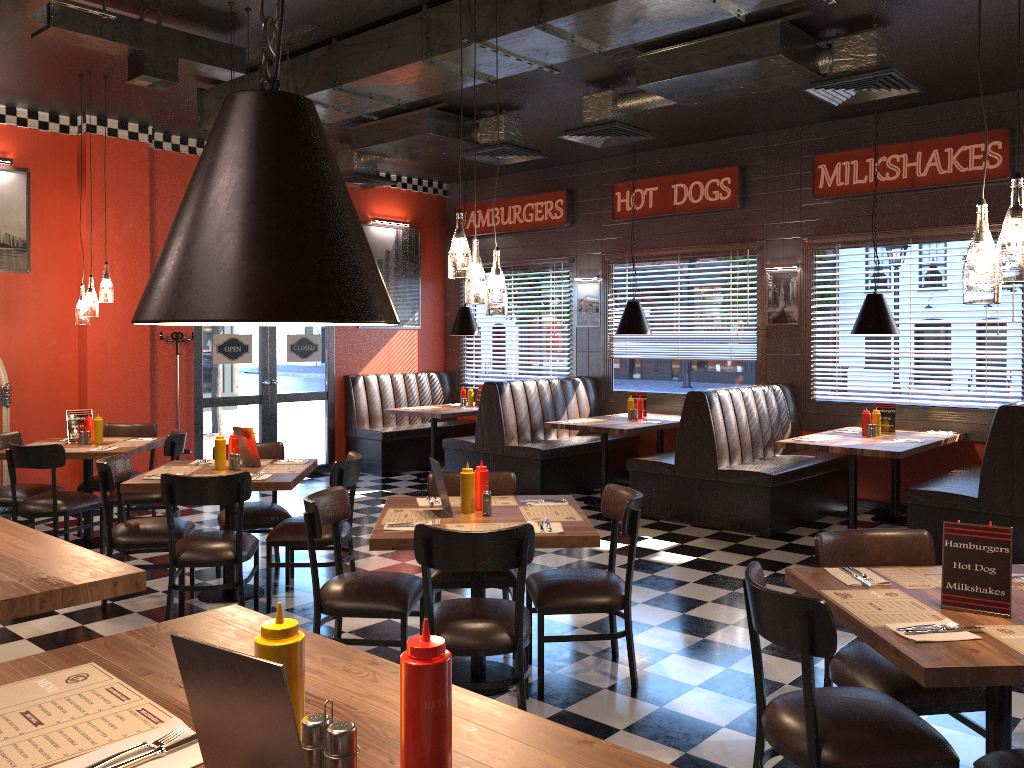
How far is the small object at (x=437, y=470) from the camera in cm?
415

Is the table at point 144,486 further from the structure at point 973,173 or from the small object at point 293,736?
the structure at point 973,173

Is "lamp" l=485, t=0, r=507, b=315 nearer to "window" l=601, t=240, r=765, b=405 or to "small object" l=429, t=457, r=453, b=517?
"small object" l=429, t=457, r=453, b=517

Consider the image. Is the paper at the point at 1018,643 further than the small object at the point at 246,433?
No

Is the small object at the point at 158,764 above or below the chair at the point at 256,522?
above

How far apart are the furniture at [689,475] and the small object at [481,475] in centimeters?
366cm

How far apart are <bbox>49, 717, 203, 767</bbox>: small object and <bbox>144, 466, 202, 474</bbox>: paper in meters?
4.4

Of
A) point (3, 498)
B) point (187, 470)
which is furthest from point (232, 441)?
Answer: point (3, 498)

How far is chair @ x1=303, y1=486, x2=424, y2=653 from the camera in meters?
4.0

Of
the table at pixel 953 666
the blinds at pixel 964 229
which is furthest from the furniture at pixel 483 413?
the table at pixel 953 666
